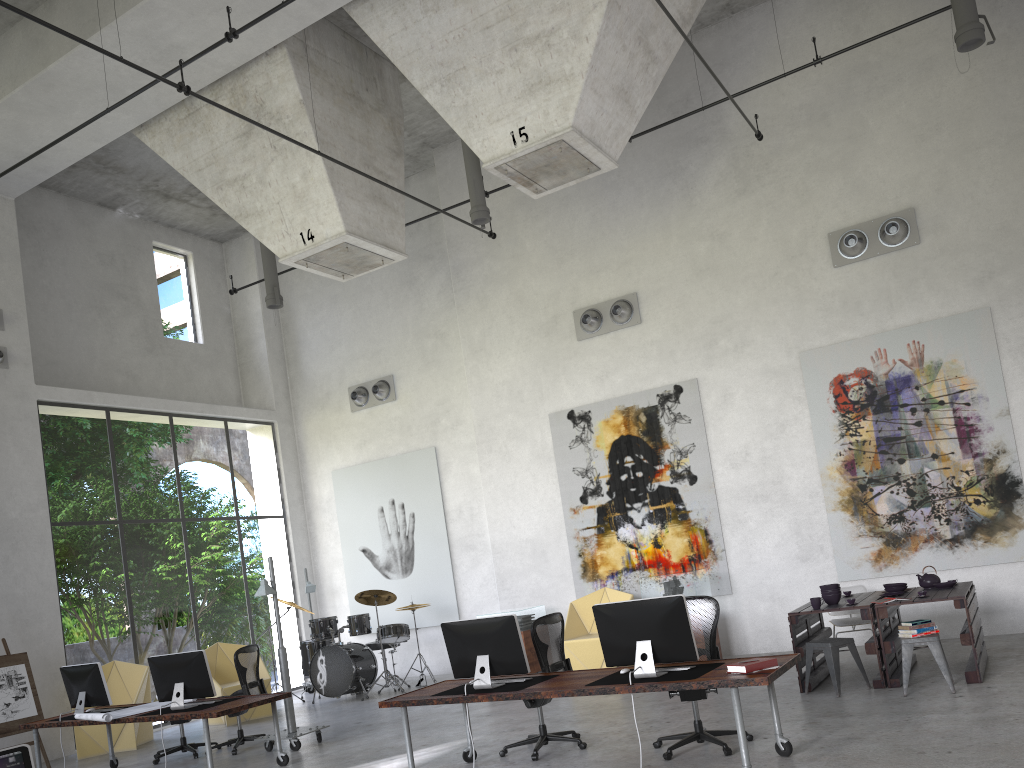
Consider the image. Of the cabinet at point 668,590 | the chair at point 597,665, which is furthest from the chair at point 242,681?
the cabinet at point 668,590

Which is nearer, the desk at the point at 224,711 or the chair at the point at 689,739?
the chair at the point at 689,739

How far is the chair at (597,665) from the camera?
11.38m

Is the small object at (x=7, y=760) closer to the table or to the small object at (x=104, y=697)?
the small object at (x=104, y=697)

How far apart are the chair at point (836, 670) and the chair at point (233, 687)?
7.7 meters

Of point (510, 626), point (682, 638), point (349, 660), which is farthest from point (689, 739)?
point (349, 660)

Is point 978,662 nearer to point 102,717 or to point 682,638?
point 682,638

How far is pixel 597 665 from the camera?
11.38m

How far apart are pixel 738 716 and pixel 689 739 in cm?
133

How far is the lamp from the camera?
9.2 meters
